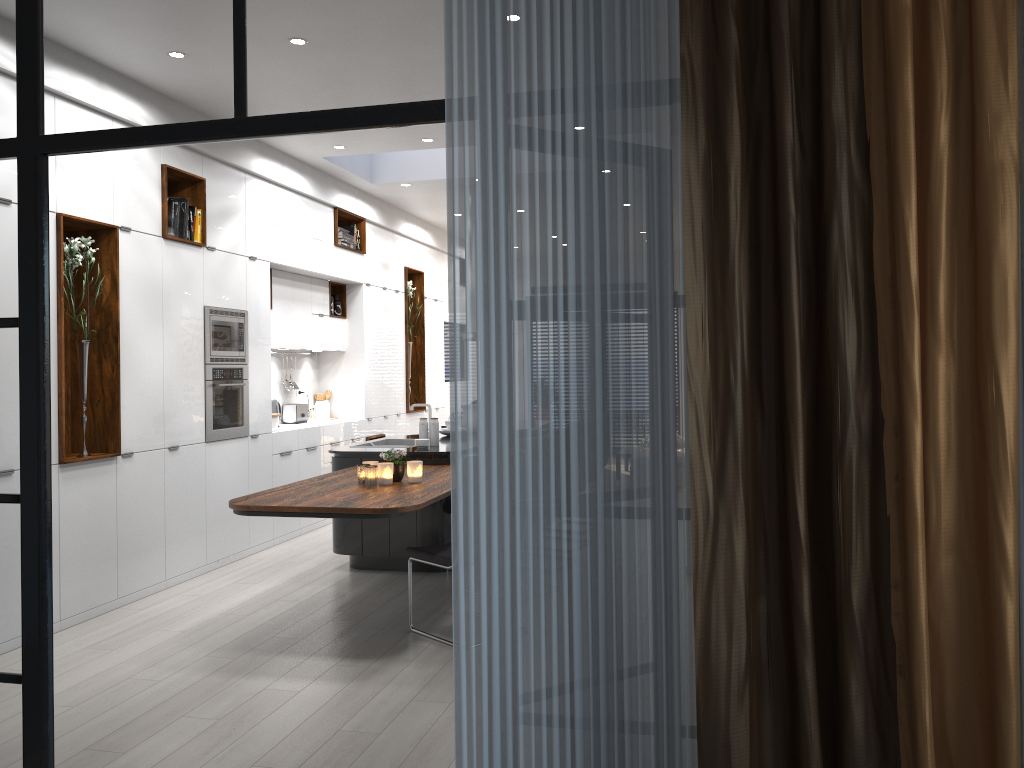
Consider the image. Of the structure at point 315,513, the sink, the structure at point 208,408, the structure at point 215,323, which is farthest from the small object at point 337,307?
the structure at point 315,513

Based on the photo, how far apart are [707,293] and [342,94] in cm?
118

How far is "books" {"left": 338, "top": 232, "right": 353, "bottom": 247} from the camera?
8.82m

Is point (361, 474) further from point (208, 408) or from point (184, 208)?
point (184, 208)

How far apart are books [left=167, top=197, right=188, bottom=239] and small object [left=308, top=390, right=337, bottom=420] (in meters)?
3.31

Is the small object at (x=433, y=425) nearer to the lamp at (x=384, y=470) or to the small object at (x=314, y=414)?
the lamp at (x=384, y=470)

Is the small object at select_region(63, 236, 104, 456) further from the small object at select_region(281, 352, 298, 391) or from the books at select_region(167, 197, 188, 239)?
the small object at select_region(281, 352, 298, 391)

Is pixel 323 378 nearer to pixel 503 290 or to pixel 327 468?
pixel 327 468

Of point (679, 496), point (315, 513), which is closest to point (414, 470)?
point (315, 513)

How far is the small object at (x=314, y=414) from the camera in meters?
9.3 m
